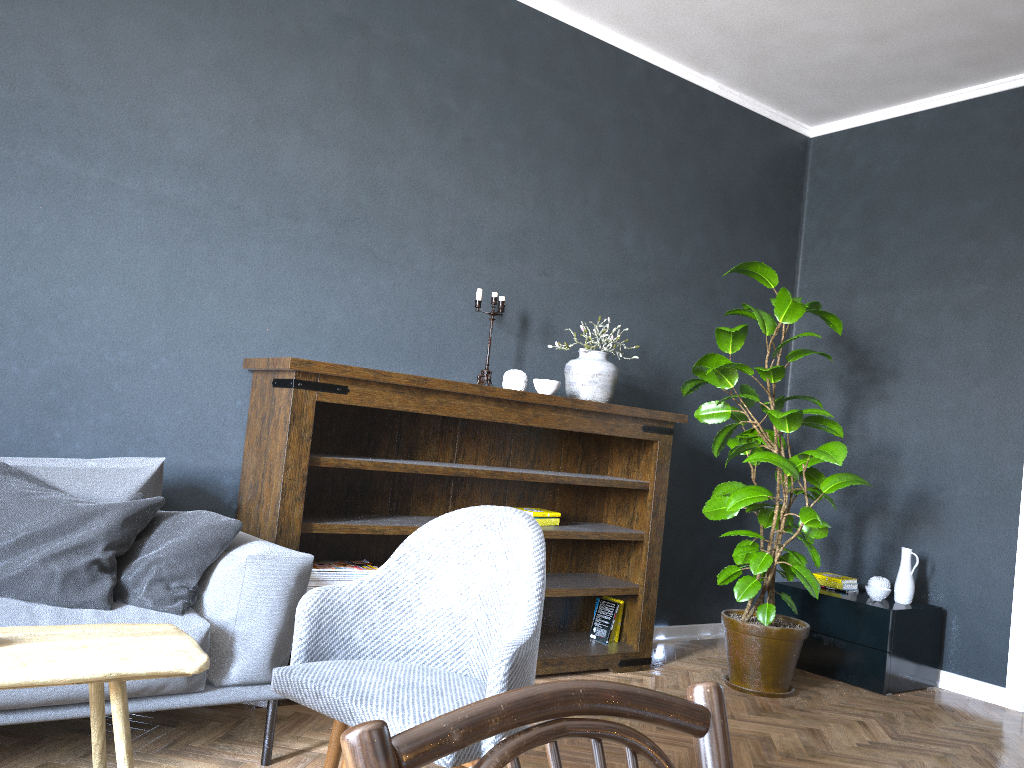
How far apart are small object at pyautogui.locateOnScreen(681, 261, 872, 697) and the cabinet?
0.3m

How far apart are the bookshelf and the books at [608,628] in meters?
0.0

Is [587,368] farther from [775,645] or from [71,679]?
[71,679]

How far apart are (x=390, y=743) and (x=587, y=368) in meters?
3.4

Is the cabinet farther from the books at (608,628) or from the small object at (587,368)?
the small object at (587,368)

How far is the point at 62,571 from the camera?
2.30m

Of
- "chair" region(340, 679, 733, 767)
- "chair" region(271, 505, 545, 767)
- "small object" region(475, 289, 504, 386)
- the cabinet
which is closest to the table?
"chair" region(271, 505, 545, 767)

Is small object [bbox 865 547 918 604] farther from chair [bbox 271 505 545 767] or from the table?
the table

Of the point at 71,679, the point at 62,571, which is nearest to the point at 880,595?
the point at 62,571

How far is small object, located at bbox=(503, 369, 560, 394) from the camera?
3.7 meters
